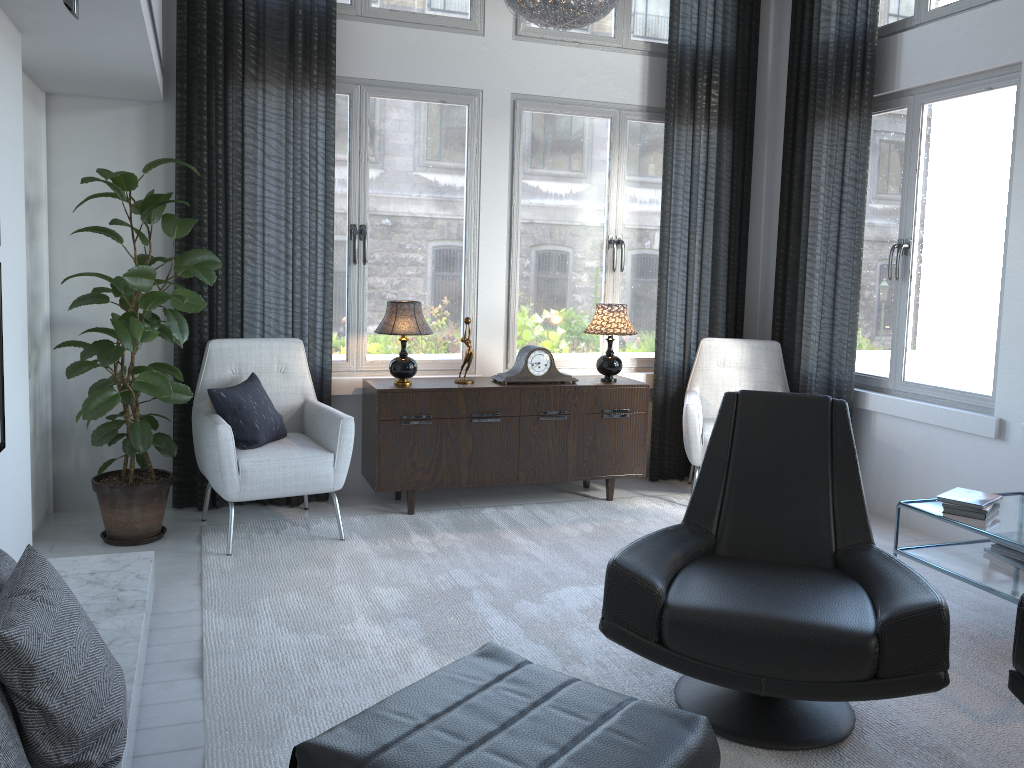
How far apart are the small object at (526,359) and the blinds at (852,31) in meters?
1.3 m

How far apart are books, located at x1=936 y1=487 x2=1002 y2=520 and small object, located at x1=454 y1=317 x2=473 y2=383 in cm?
218

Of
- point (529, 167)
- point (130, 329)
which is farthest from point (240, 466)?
point (529, 167)

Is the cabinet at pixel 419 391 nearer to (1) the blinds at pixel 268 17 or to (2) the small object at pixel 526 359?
(2) the small object at pixel 526 359

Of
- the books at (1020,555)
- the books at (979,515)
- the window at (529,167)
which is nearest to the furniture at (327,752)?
the books at (979,515)

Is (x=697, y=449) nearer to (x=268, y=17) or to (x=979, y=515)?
(x=979, y=515)

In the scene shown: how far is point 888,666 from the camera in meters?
2.1

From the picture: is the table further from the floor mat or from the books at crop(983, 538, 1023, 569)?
the floor mat

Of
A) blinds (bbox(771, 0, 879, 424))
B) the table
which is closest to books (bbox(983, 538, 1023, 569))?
the table

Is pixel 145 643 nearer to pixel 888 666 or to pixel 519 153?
pixel 888 666
